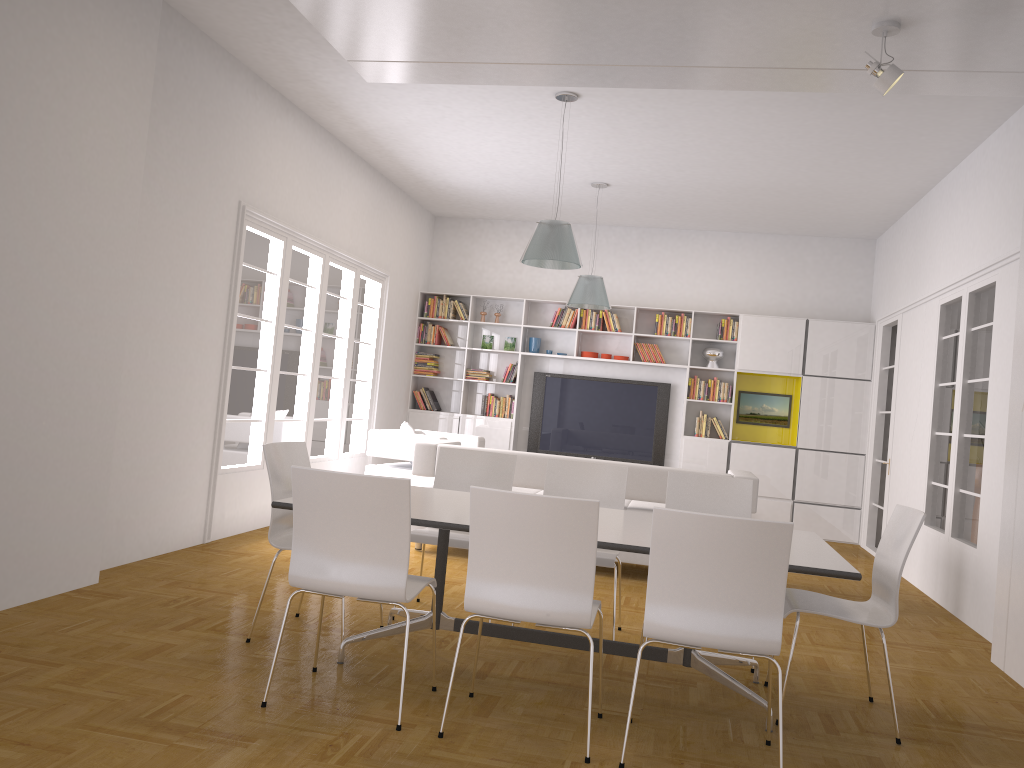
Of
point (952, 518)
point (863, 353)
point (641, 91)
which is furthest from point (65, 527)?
point (863, 353)

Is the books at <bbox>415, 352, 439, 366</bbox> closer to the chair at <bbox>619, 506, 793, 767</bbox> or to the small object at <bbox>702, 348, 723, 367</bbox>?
the small object at <bbox>702, 348, 723, 367</bbox>

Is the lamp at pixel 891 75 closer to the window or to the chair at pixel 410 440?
the window

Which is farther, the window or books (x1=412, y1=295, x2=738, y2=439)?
books (x1=412, y1=295, x2=738, y2=439)

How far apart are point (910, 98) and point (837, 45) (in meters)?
1.44

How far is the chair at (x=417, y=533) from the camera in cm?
487

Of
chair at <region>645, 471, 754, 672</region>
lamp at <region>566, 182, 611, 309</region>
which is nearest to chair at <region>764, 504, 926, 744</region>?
chair at <region>645, 471, 754, 672</region>

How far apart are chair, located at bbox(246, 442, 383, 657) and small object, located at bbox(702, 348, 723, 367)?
6.6 meters

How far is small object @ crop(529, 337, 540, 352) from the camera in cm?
1075

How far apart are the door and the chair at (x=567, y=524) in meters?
6.3 m
